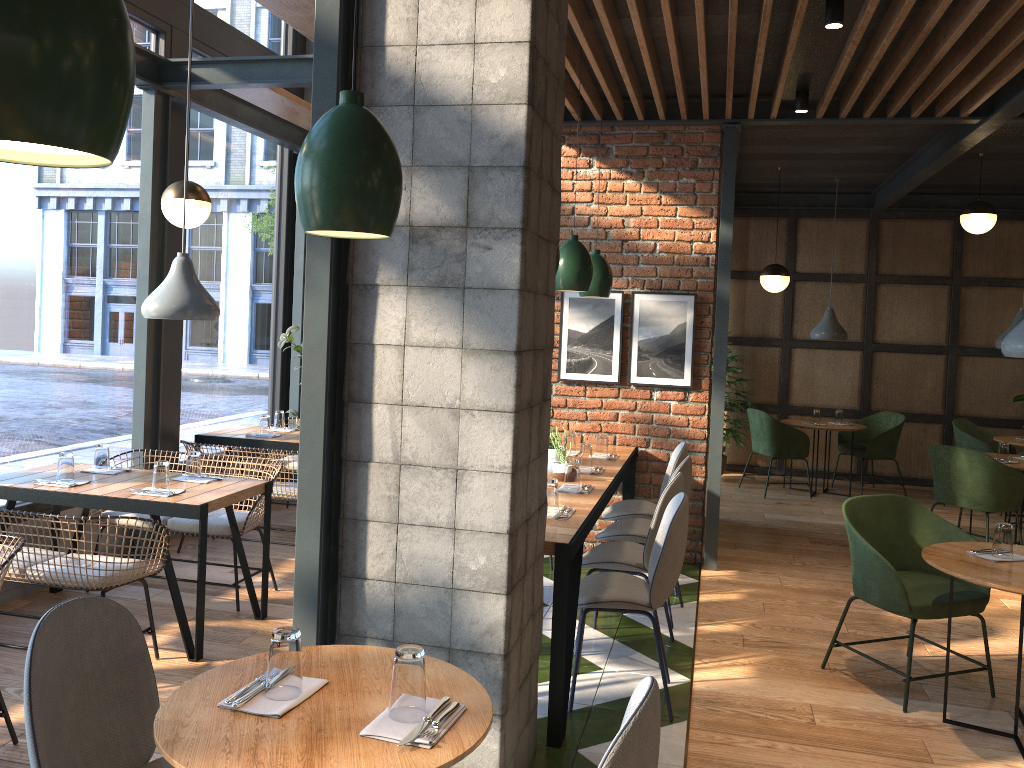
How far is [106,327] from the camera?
5.33m

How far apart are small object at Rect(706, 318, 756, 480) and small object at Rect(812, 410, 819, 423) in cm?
76

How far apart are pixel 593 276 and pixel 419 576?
3.0m

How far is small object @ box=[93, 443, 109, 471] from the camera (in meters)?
4.59

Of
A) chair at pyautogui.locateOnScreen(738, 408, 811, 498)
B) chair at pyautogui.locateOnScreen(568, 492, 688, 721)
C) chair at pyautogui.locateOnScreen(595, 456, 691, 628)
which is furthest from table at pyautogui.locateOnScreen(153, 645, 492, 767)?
chair at pyautogui.locateOnScreen(738, 408, 811, 498)

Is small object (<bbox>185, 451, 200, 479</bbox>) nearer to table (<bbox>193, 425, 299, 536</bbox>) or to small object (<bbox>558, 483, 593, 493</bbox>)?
table (<bbox>193, 425, 299, 536</bbox>)

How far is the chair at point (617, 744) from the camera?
1.62m

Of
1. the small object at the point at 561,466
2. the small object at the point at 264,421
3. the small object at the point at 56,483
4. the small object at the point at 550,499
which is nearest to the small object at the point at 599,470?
the small object at the point at 561,466

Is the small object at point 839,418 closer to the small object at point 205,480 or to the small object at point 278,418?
the small object at point 278,418

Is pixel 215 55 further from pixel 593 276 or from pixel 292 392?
pixel 593 276
